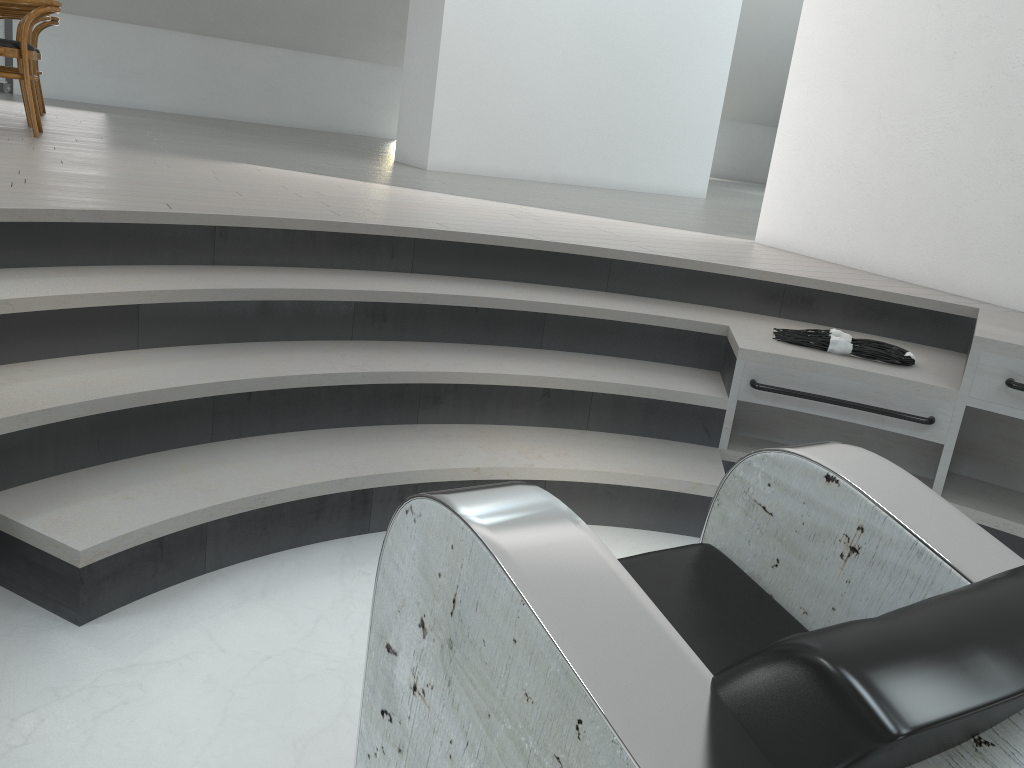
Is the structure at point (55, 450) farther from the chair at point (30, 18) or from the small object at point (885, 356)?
the chair at point (30, 18)

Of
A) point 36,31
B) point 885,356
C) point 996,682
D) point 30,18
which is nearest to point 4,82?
point 36,31

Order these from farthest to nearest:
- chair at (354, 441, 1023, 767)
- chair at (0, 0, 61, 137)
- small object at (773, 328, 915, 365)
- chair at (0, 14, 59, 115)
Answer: chair at (0, 14, 59, 115) → chair at (0, 0, 61, 137) → small object at (773, 328, 915, 365) → chair at (354, 441, 1023, 767)

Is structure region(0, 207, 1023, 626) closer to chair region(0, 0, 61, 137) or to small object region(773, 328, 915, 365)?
small object region(773, 328, 915, 365)

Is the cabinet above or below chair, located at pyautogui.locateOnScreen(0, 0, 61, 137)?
below

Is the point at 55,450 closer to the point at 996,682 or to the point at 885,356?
the point at 996,682

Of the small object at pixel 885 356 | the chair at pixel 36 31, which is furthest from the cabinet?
the small object at pixel 885 356

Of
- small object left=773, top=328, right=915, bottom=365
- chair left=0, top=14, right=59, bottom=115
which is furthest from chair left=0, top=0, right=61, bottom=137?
small object left=773, top=328, right=915, bottom=365

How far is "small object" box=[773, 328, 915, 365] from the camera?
2.9 meters

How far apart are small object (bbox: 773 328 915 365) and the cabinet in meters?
9.6
